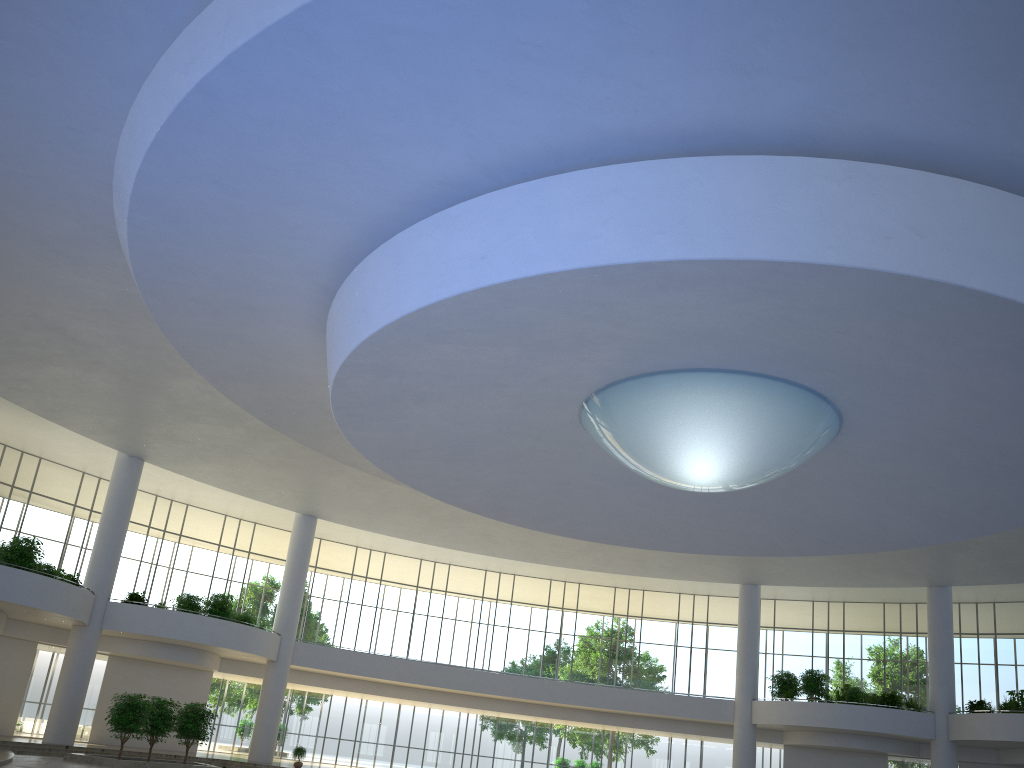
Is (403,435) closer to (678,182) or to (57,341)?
(57,341)
